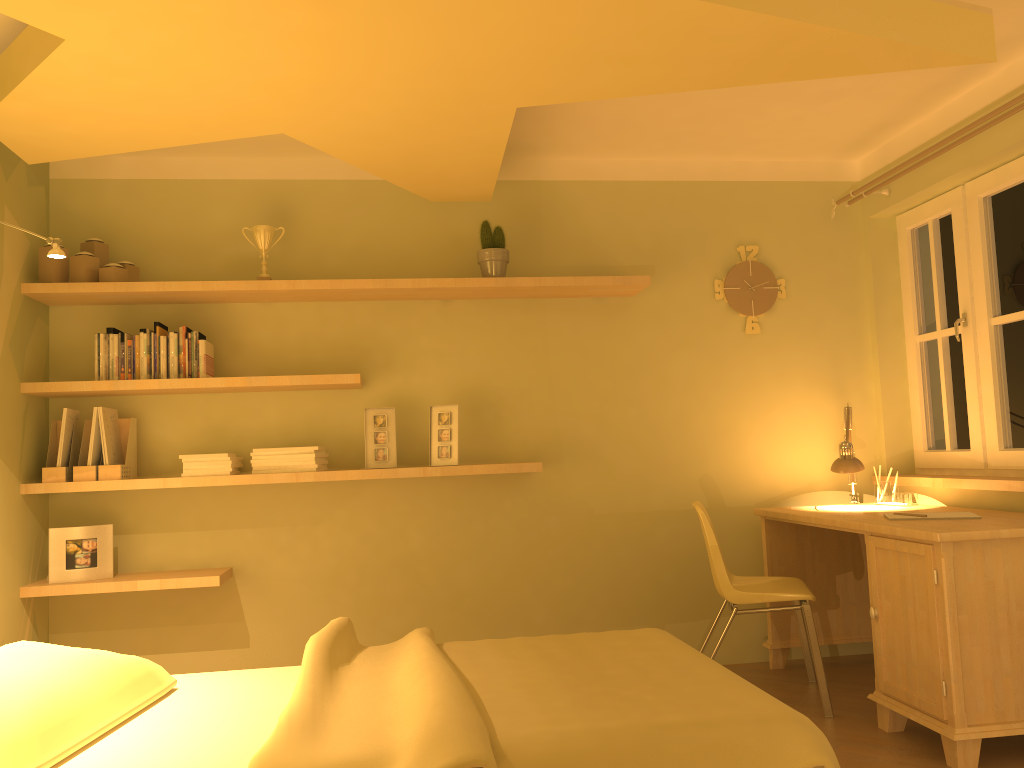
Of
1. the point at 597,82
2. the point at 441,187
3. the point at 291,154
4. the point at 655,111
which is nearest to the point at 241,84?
the point at 597,82

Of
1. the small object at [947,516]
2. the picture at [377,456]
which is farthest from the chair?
the picture at [377,456]

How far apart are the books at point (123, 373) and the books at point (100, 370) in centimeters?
7cm

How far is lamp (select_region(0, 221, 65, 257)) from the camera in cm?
253

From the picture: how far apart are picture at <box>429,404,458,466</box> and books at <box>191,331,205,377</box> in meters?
1.0 m

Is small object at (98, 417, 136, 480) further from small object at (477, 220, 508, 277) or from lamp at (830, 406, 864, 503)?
lamp at (830, 406, 864, 503)

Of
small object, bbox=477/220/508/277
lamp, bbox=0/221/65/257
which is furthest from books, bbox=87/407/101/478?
small object, bbox=477/220/508/277

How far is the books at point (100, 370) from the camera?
3.6m

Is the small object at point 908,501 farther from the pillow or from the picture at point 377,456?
the pillow

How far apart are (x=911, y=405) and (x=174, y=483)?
3.4m
